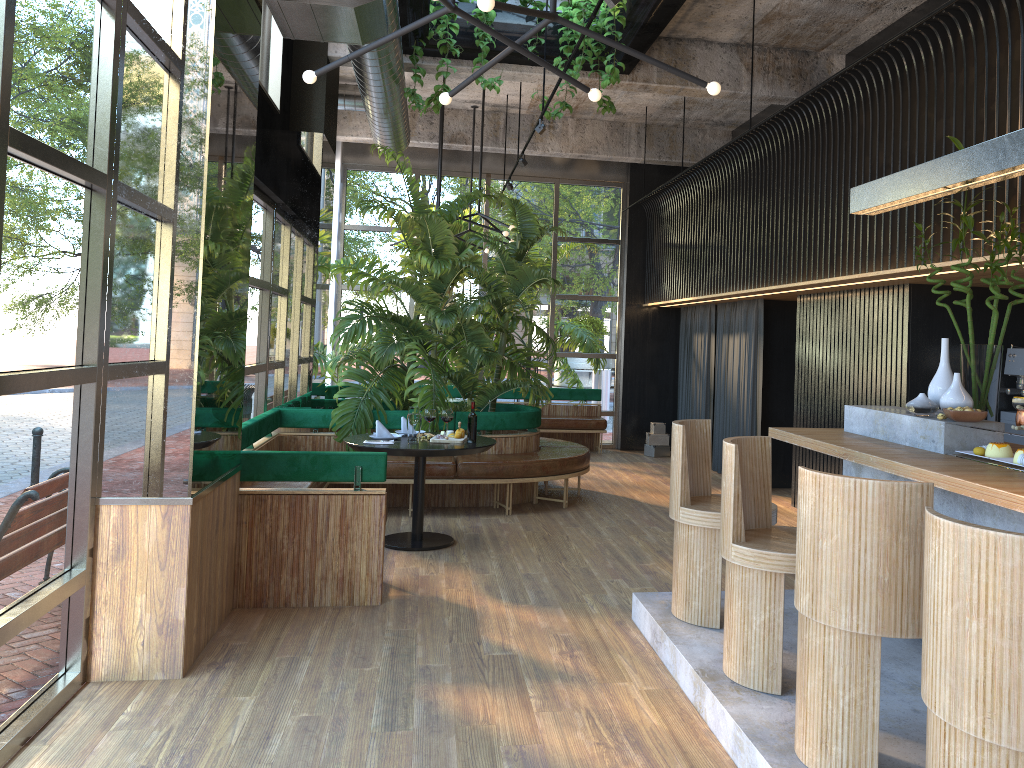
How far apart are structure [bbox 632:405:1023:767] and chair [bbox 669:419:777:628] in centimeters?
3cm

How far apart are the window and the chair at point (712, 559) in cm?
263

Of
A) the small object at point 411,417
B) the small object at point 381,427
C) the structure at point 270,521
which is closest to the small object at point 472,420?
the structure at point 270,521

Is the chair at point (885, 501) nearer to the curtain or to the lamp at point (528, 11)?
the lamp at point (528, 11)

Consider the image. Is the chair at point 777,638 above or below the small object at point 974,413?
below

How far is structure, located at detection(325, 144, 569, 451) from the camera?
7.79m

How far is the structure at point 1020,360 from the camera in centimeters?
645cm

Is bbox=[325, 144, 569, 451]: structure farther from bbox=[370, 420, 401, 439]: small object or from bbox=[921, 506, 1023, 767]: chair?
bbox=[921, 506, 1023, 767]: chair

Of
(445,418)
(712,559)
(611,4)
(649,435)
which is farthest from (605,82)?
(649,435)

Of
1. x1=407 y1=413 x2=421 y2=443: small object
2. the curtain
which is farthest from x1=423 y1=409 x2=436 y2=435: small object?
the curtain
